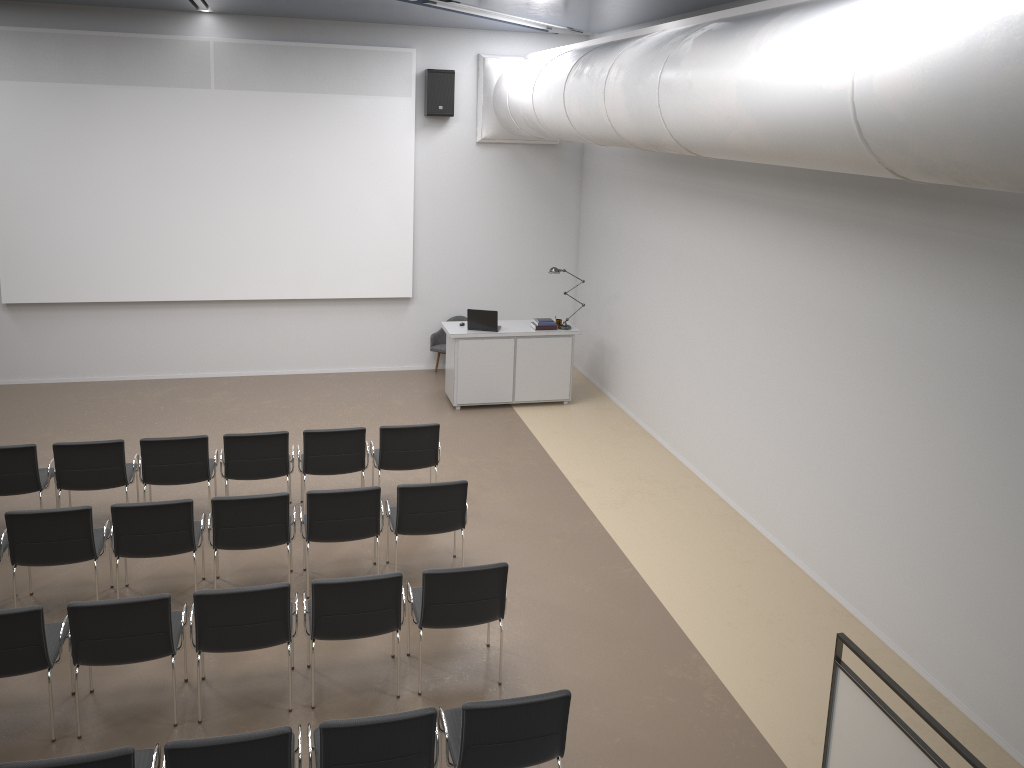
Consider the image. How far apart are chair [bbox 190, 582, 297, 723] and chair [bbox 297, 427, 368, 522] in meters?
2.3 m

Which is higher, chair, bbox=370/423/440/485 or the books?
the books

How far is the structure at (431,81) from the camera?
11.6m

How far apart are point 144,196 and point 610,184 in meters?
6.0 m

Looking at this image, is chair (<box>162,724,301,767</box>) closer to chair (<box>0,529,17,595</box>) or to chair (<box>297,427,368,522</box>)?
chair (<box>0,529,17,595</box>)

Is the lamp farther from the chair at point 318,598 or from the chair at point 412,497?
the chair at point 318,598

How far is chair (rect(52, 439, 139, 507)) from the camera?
7.4 meters

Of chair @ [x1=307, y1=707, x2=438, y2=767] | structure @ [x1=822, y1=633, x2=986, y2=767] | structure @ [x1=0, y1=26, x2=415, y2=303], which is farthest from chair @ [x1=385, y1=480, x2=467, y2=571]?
structure @ [x1=0, y1=26, x2=415, y2=303]

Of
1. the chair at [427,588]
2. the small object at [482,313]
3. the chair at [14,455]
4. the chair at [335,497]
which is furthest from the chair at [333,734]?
the small object at [482,313]

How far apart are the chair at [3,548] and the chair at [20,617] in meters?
1.1
